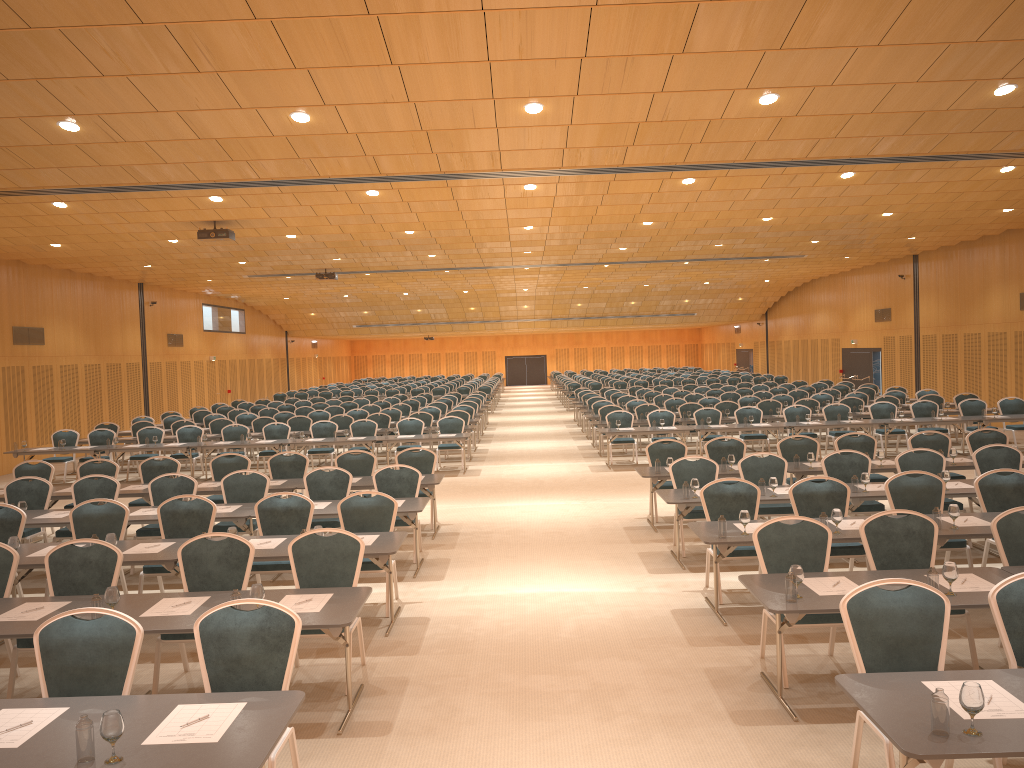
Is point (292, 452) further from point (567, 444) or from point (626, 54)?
point (567, 444)

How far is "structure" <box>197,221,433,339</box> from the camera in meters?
16.5

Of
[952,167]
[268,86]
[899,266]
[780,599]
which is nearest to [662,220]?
[952,167]

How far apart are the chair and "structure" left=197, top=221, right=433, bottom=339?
3.8 meters

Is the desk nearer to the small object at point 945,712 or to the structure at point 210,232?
the small object at point 945,712

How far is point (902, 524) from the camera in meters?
7.0 m

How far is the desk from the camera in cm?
377

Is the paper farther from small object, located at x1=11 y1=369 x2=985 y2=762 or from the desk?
small object, located at x1=11 y1=369 x2=985 y2=762

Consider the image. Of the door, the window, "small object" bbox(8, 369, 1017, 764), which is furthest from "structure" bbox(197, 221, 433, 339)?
the door

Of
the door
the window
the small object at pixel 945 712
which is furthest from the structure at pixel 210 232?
the door
